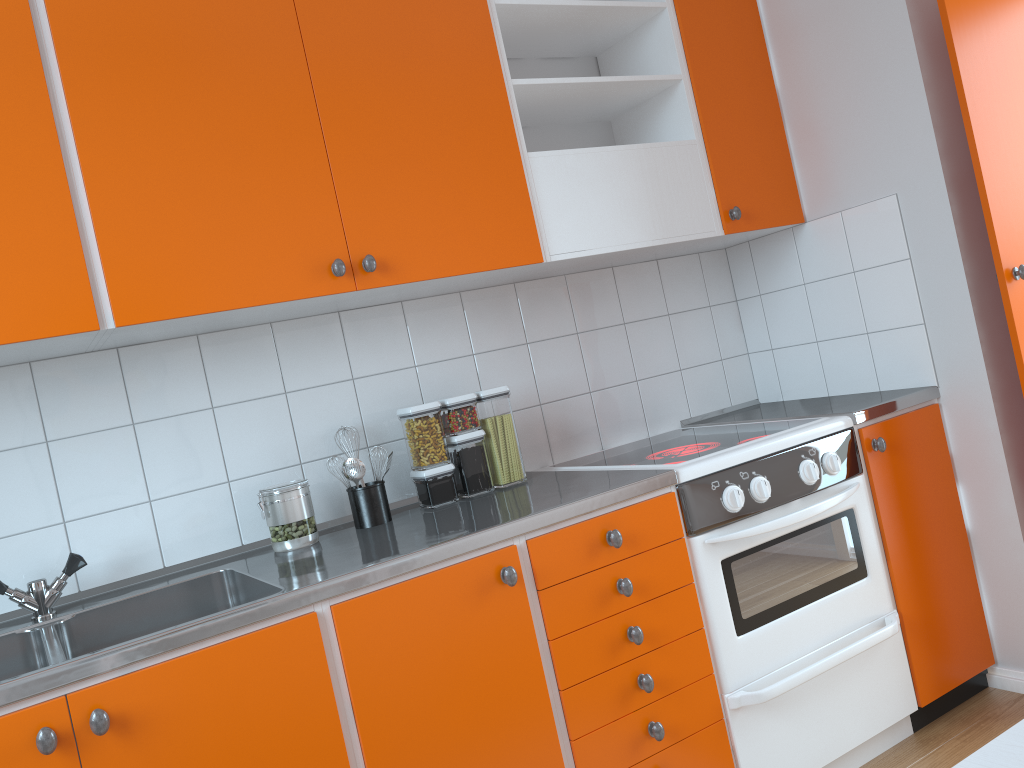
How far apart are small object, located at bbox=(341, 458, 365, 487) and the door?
1.7 meters

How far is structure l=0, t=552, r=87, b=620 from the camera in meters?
1.8 m

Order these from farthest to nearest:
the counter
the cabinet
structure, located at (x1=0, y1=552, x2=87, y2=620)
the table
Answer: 1. structure, located at (x1=0, y1=552, x2=87, y2=620)
2. the cabinet
3. the counter
4. the table

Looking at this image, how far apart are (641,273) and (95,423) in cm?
168

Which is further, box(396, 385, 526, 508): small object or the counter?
box(396, 385, 526, 508): small object

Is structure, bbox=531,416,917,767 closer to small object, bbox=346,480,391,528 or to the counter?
the counter

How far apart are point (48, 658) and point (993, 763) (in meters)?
1.39

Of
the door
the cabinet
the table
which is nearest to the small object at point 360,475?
the cabinet

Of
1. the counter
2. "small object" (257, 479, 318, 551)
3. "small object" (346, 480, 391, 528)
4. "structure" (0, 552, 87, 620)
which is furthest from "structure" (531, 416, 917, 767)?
"structure" (0, 552, 87, 620)

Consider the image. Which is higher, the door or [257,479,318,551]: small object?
the door
